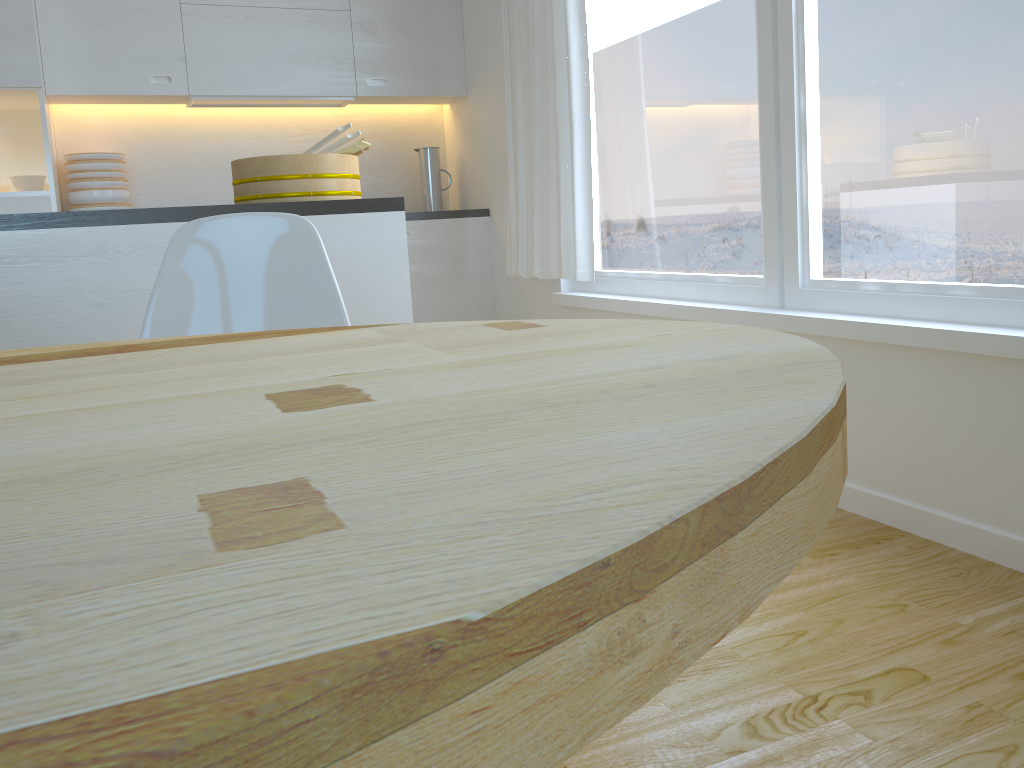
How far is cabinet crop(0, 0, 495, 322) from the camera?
3.86m

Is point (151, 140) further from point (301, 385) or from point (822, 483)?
point (822, 483)

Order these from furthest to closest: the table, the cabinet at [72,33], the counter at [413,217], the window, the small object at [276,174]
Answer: the counter at [413,217]
the cabinet at [72,33]
the small object at [276,174]
the window
the table

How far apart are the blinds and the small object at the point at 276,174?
1.10m

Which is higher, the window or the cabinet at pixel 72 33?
the cabinet at pixel 72 33

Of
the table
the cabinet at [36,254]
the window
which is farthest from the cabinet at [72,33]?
the table

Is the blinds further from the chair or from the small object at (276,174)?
the chair

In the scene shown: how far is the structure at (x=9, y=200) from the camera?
3.7 meters

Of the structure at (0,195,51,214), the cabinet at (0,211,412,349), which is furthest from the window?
the structure at (0,195,51,214)

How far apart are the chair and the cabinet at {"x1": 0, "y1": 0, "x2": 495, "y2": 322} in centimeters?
264cm
